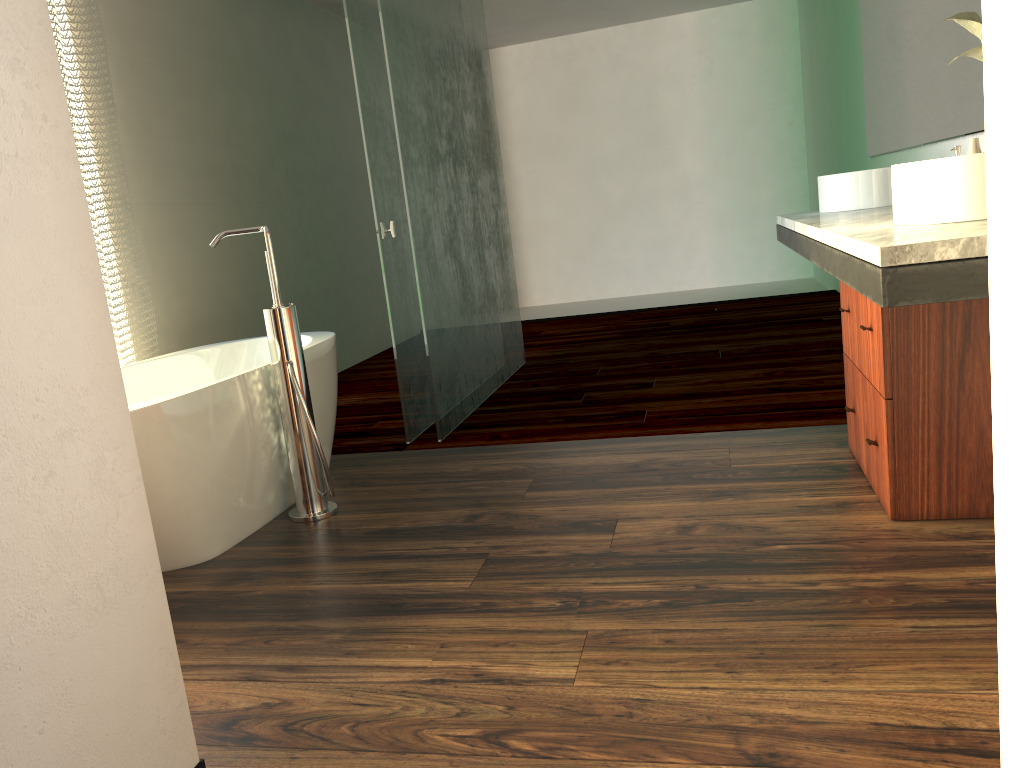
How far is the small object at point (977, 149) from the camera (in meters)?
2.31

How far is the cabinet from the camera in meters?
2.0 m

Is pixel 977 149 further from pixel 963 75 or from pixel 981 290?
pixel 981 290

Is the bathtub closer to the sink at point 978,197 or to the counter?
the counter

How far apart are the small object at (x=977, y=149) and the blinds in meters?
2.9

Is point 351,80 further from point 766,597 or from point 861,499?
point 766,597

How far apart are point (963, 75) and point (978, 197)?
1.45m

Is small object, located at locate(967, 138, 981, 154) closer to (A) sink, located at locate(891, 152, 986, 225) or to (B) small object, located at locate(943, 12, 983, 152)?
(B) small object, located at locate(943, 12, 983, 152)

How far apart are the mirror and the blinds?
3.05m

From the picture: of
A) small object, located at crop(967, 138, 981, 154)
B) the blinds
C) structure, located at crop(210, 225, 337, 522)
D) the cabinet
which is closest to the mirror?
small object, located at crop(967, 138, 981, 154)
